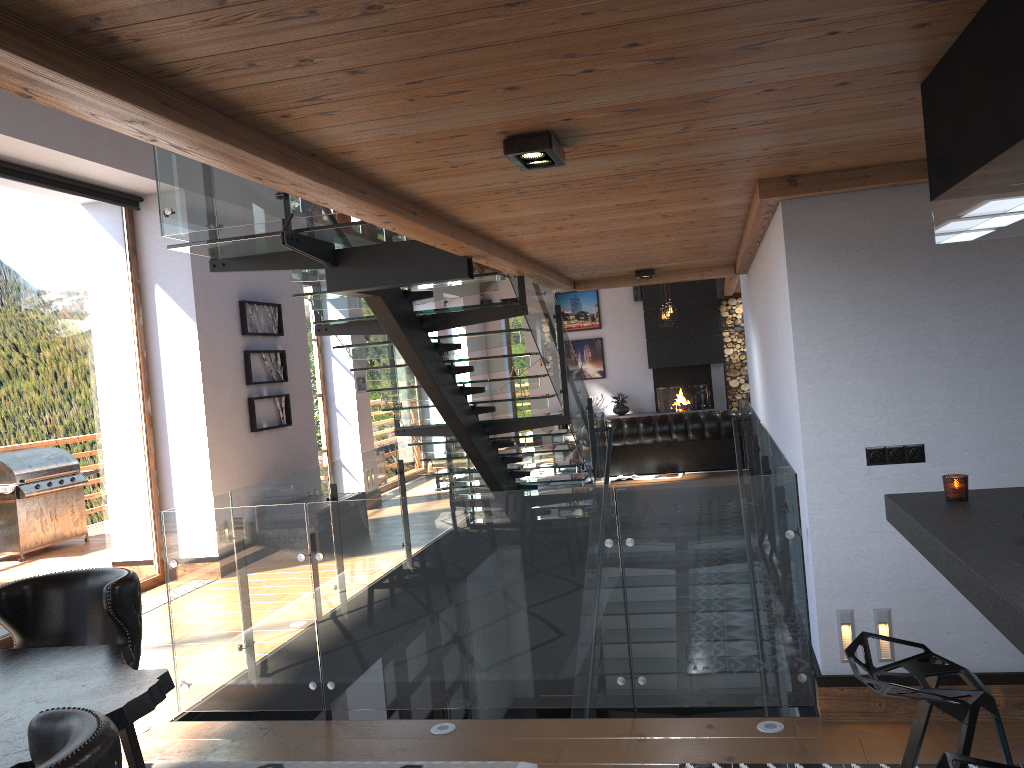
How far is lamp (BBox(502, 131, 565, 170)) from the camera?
2.68m

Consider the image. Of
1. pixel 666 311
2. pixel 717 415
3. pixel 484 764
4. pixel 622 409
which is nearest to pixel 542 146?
pixel 484 764

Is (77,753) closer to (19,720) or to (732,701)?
(19,720)

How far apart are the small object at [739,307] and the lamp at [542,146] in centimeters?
1438cm

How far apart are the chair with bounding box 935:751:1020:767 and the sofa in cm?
1023

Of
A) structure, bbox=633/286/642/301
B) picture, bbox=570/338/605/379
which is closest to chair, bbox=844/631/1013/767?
structure, bbox=633/286/642/301

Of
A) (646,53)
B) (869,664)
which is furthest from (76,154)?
(869,664)

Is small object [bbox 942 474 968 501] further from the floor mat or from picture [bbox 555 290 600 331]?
Result: picture [bbox 555 290 600 331]

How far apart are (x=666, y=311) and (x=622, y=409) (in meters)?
3.46

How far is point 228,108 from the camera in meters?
2.2
